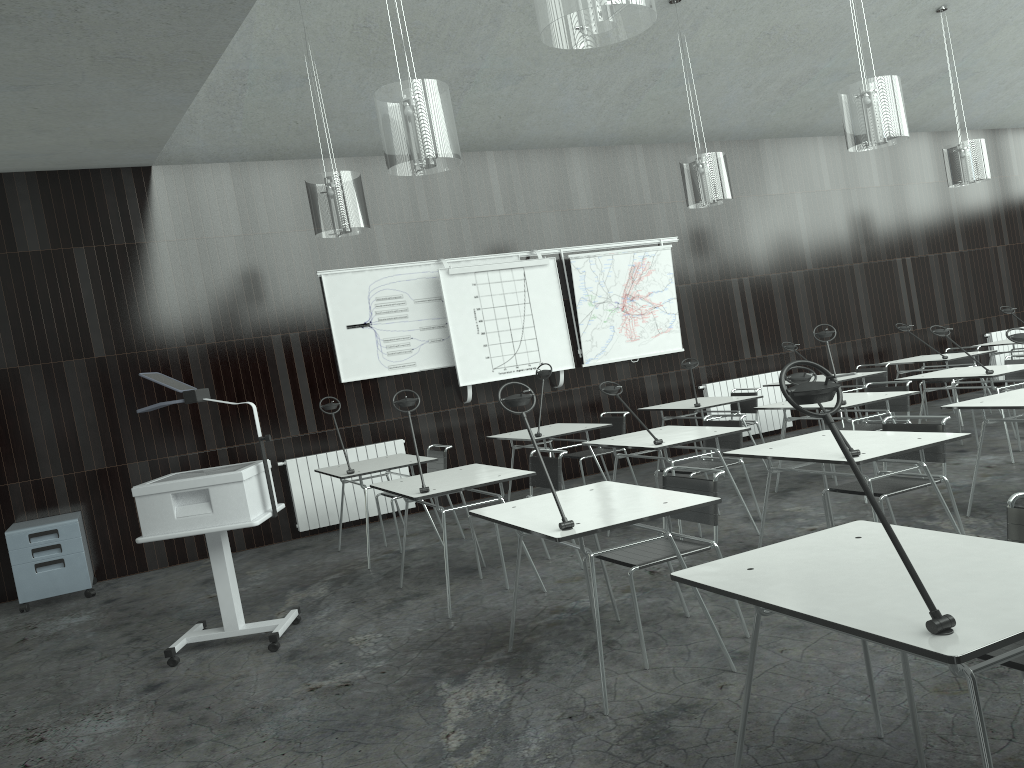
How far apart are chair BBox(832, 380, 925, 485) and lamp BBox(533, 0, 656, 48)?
4.3m

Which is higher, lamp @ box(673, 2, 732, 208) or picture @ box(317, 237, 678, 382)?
lamp @ box(673, 2, 732, 208)

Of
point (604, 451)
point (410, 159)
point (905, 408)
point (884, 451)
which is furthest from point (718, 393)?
point (410, 159)

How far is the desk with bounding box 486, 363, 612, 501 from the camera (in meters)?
6.72

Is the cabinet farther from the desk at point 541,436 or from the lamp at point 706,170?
the lamp at point 706,170

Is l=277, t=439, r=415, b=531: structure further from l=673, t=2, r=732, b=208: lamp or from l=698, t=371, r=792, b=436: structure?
l=698, t=371, r=792, b=436: structure

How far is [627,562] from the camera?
3.6m

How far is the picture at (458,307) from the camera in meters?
8.0 m

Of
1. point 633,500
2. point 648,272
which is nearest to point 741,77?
point 648,272

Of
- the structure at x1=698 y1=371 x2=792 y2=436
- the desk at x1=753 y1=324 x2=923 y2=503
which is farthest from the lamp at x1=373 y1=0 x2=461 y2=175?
the structure at x1=698 y1=371 x2=792 y2=436
